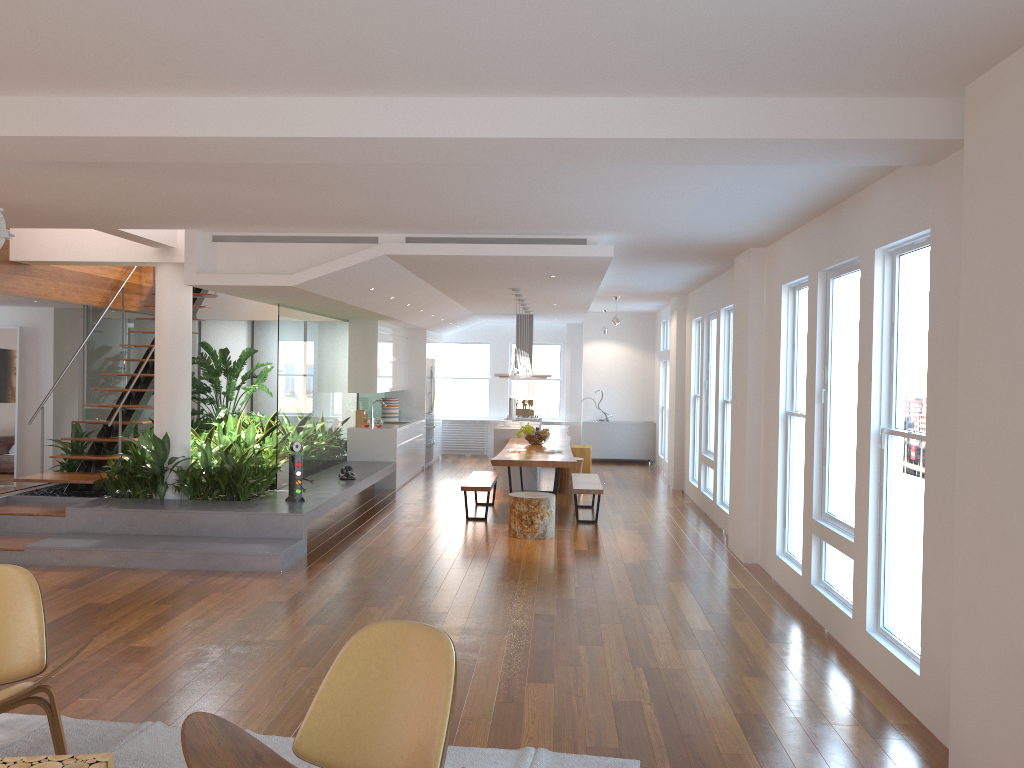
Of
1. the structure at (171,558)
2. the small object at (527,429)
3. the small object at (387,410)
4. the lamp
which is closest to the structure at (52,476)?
the structure at (171,558)

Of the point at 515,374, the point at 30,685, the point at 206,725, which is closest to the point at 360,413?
the point at 515,374

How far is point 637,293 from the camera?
12.1m

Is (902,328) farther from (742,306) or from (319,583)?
(319,583)

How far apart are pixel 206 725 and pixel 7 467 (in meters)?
10.42

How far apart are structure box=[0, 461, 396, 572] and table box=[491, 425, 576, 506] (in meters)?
1.55

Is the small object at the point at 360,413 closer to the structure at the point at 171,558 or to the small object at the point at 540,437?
the structure at the point at 171,558

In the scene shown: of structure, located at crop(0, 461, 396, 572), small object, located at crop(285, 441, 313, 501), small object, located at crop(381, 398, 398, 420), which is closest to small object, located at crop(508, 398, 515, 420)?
small object, located at crop(381, 398, 398, 420)

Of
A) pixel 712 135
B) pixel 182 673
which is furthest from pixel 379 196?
pixel 182 673

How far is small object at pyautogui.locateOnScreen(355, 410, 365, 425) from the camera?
12.36m
